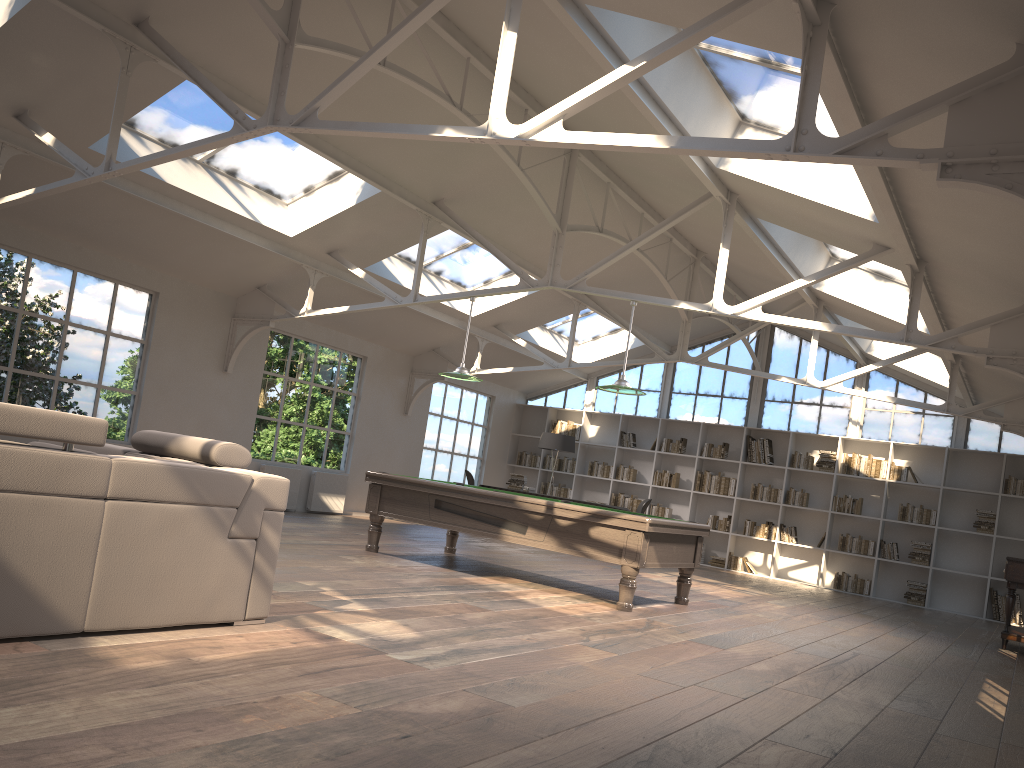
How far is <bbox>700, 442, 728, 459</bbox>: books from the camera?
14.64m

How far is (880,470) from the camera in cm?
1339

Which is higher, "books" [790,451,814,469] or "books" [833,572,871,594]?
"books" [790,451,814,469]

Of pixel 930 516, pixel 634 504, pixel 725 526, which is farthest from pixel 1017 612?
pixel 634 504

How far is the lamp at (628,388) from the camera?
7.80m

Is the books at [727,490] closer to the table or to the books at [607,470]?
the books at [607,470]

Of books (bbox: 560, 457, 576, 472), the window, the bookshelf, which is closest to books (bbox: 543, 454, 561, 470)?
the bookshelf

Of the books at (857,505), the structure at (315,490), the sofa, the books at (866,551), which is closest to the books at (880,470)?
the books at (857,505)

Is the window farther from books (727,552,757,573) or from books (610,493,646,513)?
books (727,552,757,573)

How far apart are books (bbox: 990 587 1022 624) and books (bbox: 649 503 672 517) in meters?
4.9
